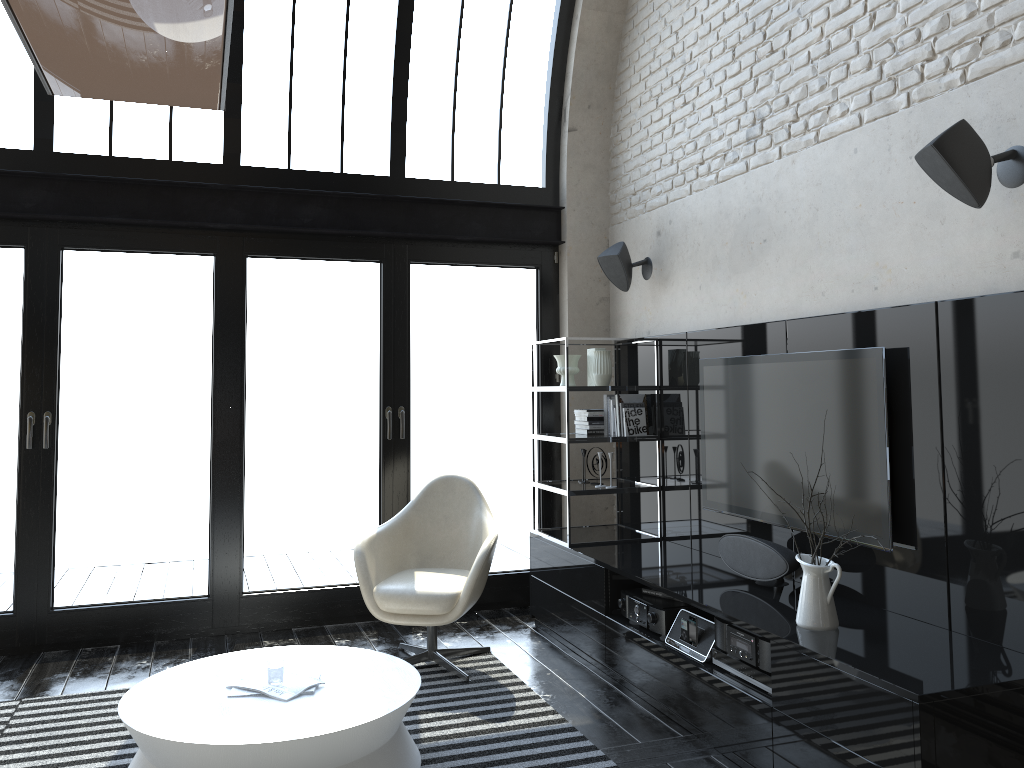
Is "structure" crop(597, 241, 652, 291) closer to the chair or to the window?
the window

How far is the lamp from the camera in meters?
0.5 m

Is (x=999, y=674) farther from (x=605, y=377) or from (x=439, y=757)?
(x=605, y=377)

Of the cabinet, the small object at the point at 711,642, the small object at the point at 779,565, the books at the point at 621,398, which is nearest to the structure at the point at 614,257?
→ the cabinet

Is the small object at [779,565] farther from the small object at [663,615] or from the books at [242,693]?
the books at [242,693]

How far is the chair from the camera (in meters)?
4.36

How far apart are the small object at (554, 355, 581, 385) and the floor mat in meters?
1.7

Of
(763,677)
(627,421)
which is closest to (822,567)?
(763,677)

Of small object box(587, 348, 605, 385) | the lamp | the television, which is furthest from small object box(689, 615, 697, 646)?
the lamp

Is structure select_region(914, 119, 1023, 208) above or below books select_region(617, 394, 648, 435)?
above
